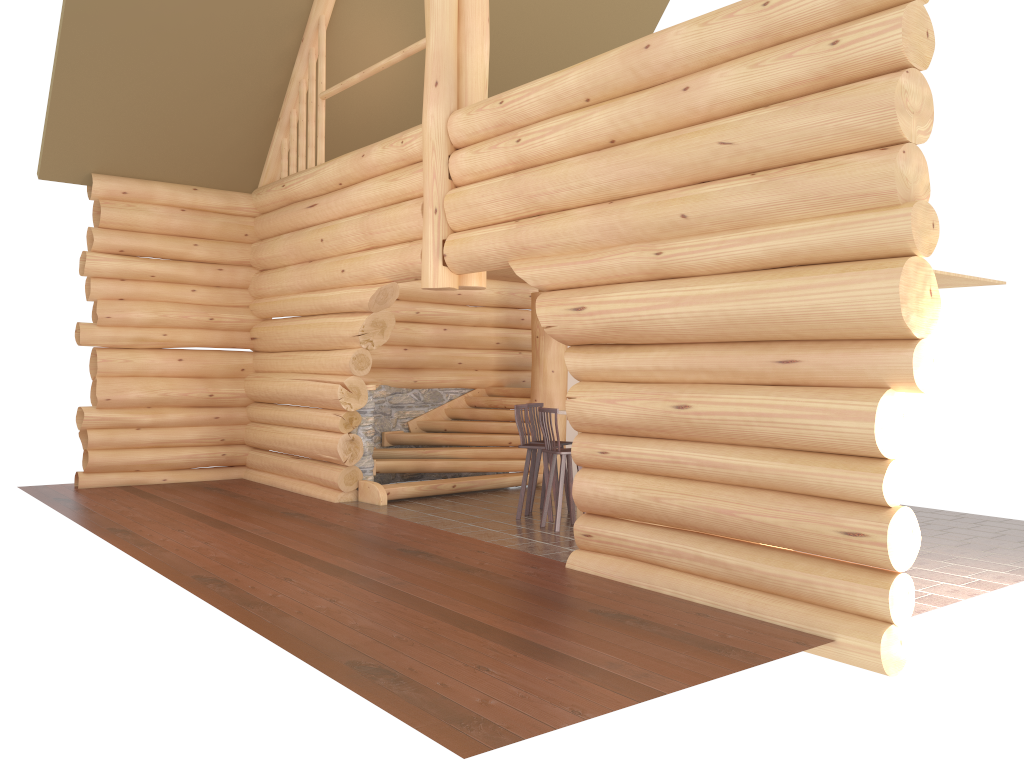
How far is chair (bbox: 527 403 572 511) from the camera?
10.85m

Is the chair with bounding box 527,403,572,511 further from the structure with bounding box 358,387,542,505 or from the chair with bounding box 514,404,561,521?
the structure with bounding box 358,387,542,505

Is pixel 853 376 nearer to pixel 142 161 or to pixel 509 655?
pixel 509 655

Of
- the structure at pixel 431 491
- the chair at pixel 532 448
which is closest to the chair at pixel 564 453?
the chair at pixel 532 448

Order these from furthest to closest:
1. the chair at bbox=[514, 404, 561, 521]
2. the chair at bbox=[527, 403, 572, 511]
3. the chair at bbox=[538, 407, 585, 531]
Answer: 1. the chair at bbox=[527, 403, 572, 511]
2. the chair at bbox=[514, 404, 561, 521]
3. the chair at bbox=[538, 407, 585, 531]

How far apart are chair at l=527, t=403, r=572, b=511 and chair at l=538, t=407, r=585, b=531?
1.1m

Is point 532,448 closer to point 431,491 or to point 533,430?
point 533,430

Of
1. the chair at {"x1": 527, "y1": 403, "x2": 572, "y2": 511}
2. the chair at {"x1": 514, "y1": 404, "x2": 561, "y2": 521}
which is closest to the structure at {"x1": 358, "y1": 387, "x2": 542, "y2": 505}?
the chair at {"x1": 527, "y1": 403, "x2": 572, "y2": 511}

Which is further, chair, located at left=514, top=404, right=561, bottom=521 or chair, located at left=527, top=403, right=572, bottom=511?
chair, located at left=527, top=403, right=572, bottom=511

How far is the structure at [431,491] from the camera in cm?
1179
